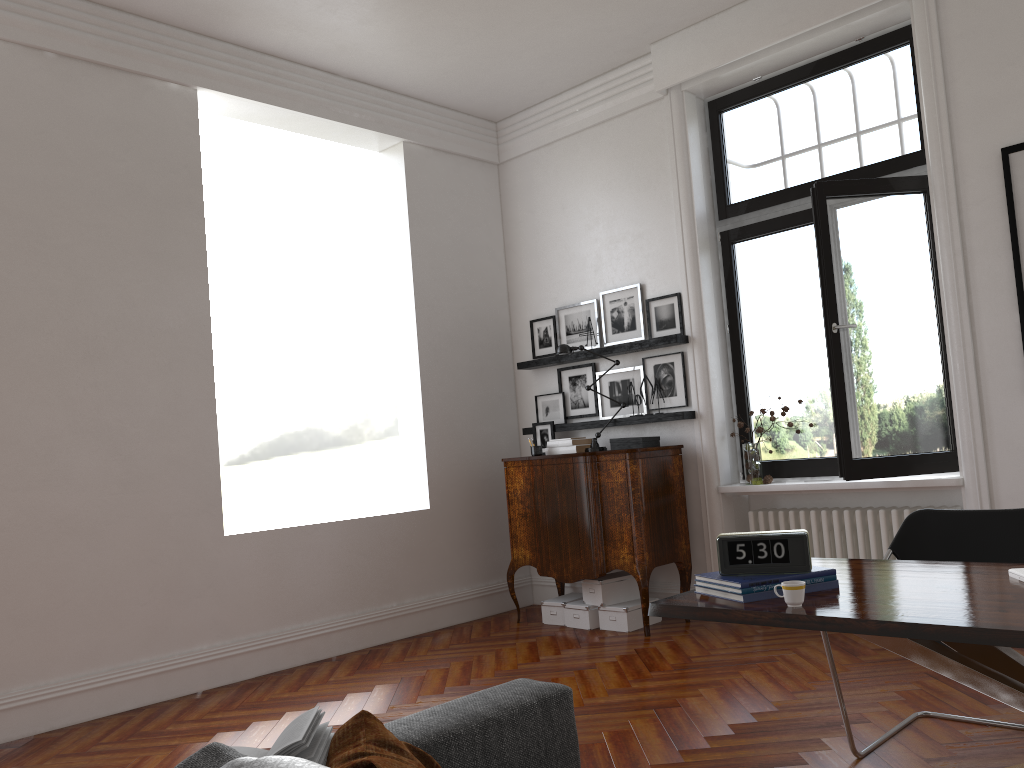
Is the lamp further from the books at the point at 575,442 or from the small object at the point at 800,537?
the small object at the point at 800,537

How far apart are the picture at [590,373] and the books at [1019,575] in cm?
416

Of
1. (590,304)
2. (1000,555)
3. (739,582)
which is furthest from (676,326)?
(739,582)

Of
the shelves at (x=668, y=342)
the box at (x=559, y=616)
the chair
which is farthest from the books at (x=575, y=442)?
the chair

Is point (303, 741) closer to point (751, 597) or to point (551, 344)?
point (751, 597)

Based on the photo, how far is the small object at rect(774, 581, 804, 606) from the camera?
2.44m

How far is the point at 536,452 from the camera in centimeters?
638cm

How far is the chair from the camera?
3.43m

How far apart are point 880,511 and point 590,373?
2.3m

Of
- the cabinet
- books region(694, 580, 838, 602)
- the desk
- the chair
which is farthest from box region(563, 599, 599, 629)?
books region(694, 580, 838, 602)
